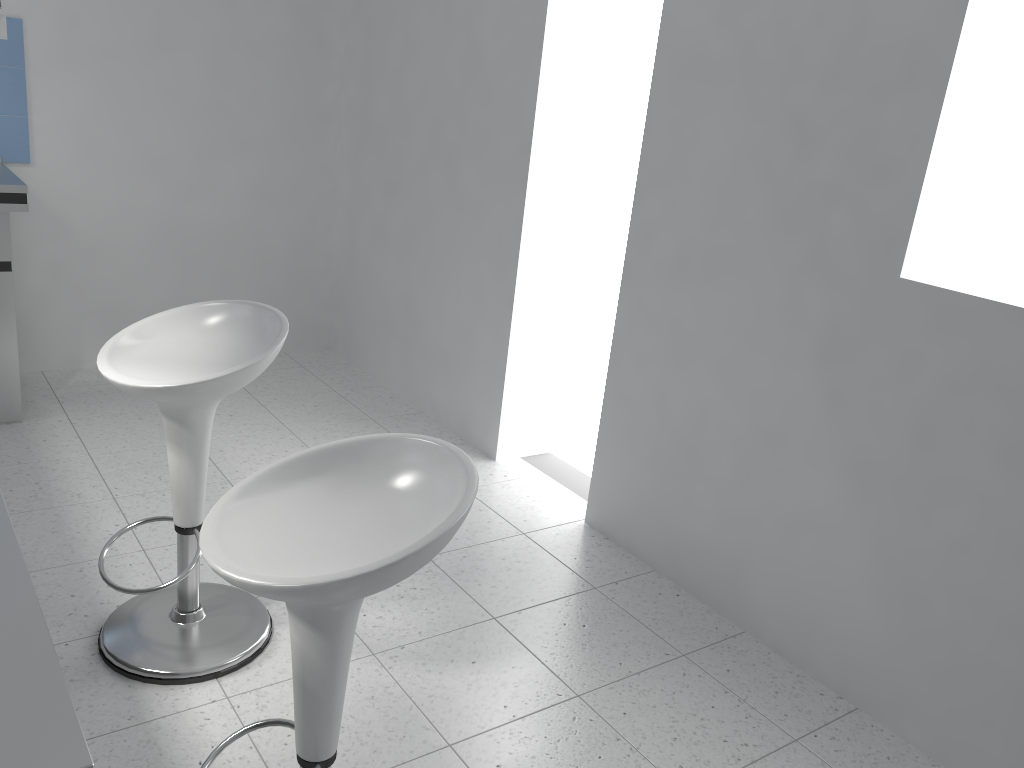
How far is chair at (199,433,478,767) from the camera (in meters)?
1.29

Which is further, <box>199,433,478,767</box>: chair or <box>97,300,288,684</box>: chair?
<box>97,300,288,684</box>: chair

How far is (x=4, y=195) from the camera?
3.31m

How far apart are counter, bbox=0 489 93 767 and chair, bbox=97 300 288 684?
1.0 meters

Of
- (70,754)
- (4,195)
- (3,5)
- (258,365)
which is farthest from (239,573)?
(3,5)

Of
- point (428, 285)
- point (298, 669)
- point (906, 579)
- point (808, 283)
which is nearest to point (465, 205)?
point (428, 285)

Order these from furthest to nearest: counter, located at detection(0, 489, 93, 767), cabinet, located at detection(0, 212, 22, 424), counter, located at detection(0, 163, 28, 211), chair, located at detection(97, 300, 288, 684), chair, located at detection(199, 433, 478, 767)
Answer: cabinet, located at detection(0, 212, 22, 424) → counter, located at detection(0, 163, 28, 211) → chair, located at detection(97, 300, 288, 684) → chair, located at detection(199, 433, 478, 767) → counter, located at detection(0, 489, 93, 767)

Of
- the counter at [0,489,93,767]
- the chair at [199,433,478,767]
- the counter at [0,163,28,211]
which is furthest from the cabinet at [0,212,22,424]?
the counter at [0,489,93,767]

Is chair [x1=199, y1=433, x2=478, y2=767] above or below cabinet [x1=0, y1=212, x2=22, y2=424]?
above

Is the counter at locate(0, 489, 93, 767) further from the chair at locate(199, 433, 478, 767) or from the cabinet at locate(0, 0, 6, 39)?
the cabinet at locate(0, 0, 6, 39)
